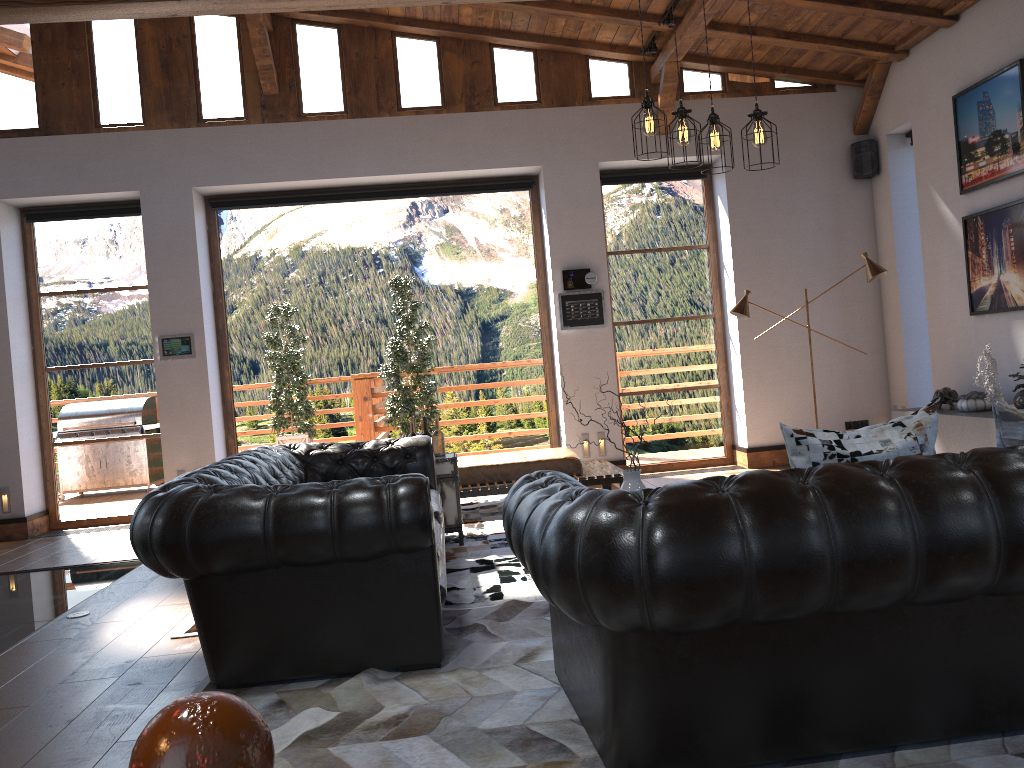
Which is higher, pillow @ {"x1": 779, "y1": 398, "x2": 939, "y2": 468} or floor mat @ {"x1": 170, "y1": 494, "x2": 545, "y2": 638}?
pillow @ {"x1": 779, "y1": 398, "x2": 939, "y2": 468}

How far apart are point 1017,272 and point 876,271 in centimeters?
104cm

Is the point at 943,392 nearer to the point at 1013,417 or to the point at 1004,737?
the point at 1013,417

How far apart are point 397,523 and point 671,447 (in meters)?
6.05

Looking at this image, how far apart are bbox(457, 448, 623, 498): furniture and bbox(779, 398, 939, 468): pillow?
4.4m

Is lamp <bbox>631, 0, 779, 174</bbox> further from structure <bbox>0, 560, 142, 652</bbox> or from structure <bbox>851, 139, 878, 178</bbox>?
structure <bbox>851, 139, 878, 178</bbox>

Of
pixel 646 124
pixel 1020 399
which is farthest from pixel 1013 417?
pixel 1020 399

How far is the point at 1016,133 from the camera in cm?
645

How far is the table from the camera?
5.9m

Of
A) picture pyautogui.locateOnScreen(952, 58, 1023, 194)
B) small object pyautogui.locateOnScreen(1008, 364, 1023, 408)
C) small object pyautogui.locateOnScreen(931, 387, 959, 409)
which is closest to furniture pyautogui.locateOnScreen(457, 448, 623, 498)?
small object pyautogui.locateOnScreen(931, 387, 959, 409)
